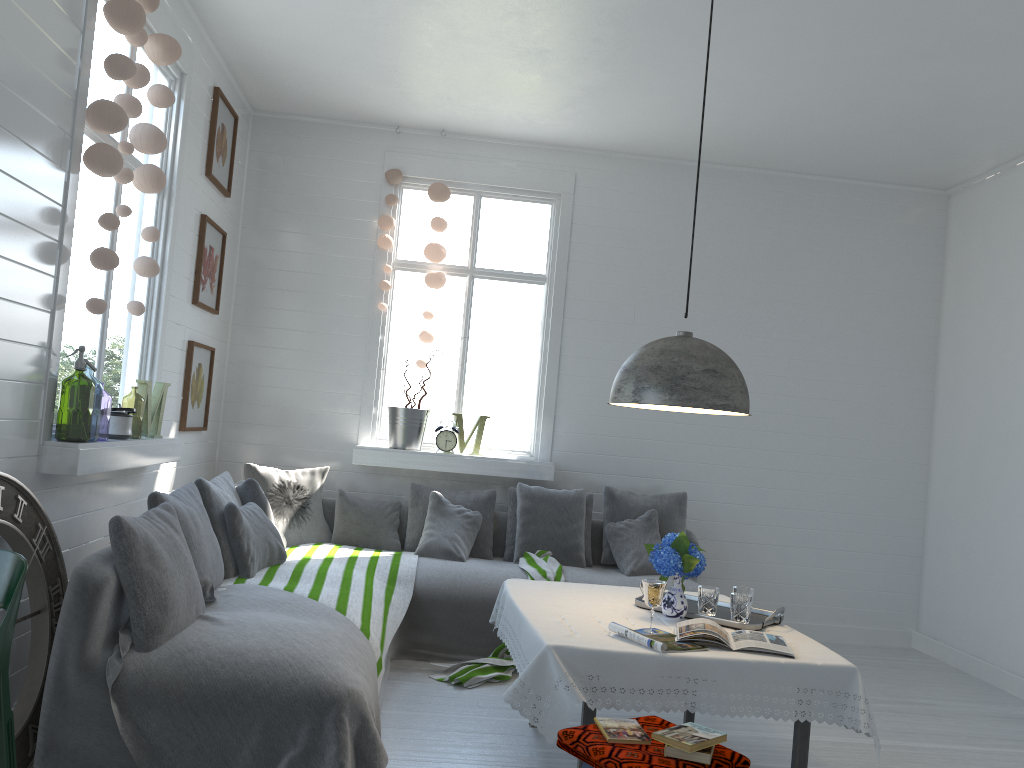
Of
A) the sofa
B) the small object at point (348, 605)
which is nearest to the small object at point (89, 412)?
the sofa

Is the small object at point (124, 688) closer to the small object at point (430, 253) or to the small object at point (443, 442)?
the small object at point (443, 442)

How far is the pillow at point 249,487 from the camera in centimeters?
518cm

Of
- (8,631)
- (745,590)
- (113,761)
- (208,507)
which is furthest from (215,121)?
(745,590)

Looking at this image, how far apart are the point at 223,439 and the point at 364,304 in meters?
1.5 m

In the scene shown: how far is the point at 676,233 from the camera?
7.0m

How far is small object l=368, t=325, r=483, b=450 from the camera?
6.52m

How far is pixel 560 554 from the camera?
6.1 meters

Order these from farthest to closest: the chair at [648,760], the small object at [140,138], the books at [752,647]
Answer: the small object at [140,138] → the books at [752,647] → the chair at [648,760]

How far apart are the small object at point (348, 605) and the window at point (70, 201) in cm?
75
